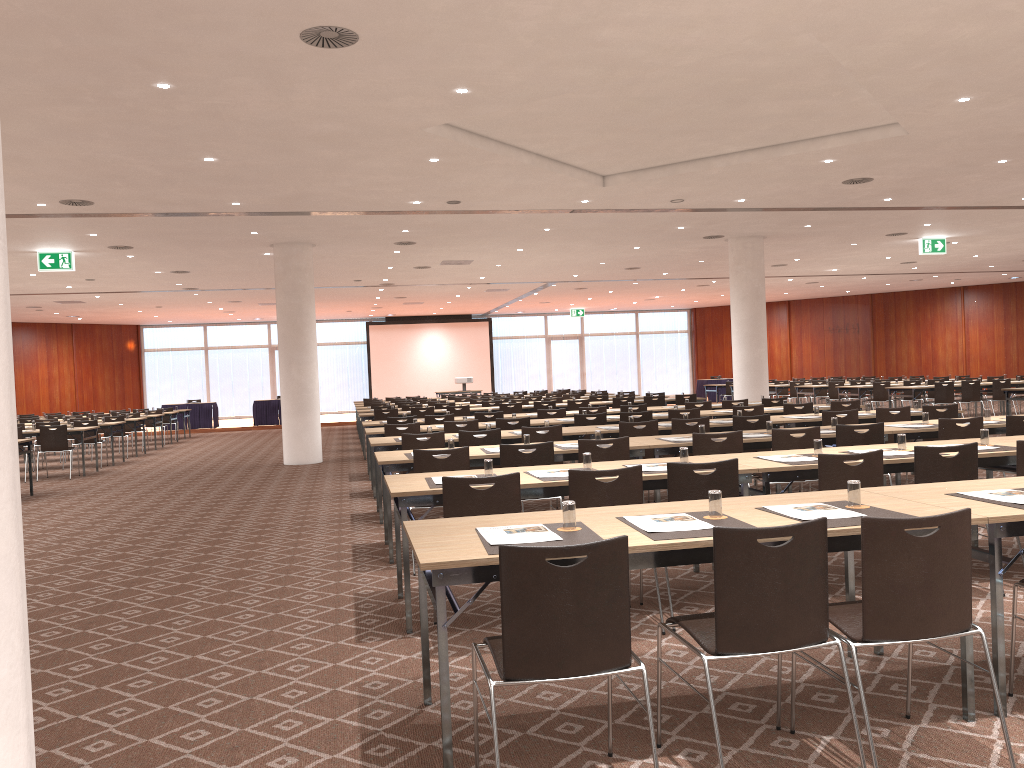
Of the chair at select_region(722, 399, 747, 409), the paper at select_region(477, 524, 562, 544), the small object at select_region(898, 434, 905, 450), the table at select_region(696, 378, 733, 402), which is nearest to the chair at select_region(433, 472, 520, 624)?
the paper at select_region(477, 524, 562, 544)

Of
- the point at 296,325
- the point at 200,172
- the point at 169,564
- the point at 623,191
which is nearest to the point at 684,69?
the point at 623,191

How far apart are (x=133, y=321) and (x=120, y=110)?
26.96m

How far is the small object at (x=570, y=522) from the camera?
3.6m

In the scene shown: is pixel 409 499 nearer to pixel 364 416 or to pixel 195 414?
pixel 364 416

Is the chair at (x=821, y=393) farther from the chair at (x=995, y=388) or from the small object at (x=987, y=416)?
the small object at (x=987, y=416)

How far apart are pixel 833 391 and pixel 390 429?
14.9 meters

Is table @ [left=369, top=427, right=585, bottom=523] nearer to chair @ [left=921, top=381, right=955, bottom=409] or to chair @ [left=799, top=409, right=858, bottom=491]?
chair @ [left=799, top=409, right=858, bottom=491]

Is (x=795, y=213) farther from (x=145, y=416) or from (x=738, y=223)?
(x=145, y=416)

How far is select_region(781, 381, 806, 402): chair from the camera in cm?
2423
